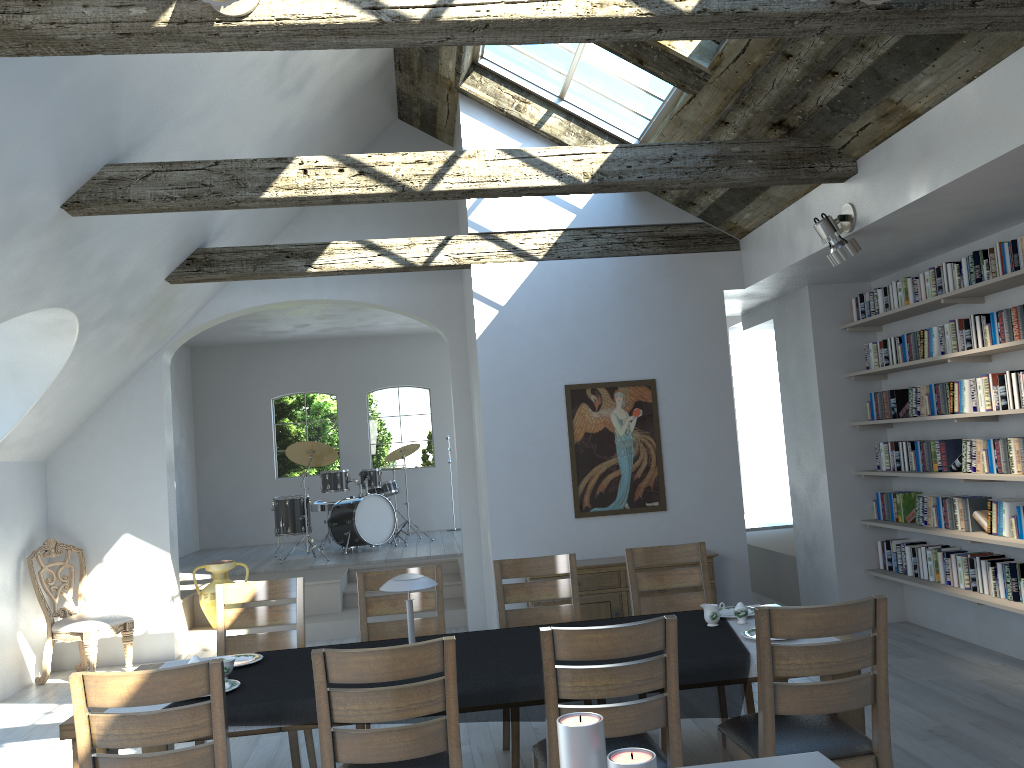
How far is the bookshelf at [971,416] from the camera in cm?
561

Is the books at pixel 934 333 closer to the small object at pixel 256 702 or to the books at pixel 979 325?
the books at pixel 979 325

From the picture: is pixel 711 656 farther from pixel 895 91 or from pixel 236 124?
pixel 236 124

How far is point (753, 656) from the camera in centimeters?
345cm

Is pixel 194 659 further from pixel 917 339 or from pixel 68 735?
pixel 917 339

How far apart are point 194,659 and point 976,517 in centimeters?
491cm

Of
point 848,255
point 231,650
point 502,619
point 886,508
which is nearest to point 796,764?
point 502,619

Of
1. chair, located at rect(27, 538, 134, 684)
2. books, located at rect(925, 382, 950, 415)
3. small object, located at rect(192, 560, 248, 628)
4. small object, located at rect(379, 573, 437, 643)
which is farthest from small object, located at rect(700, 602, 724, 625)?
small object, located at rect(192, 560, 248, 628)

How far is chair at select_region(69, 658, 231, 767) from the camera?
2.8 meters

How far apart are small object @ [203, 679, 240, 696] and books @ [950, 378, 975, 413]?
4.8 meters
